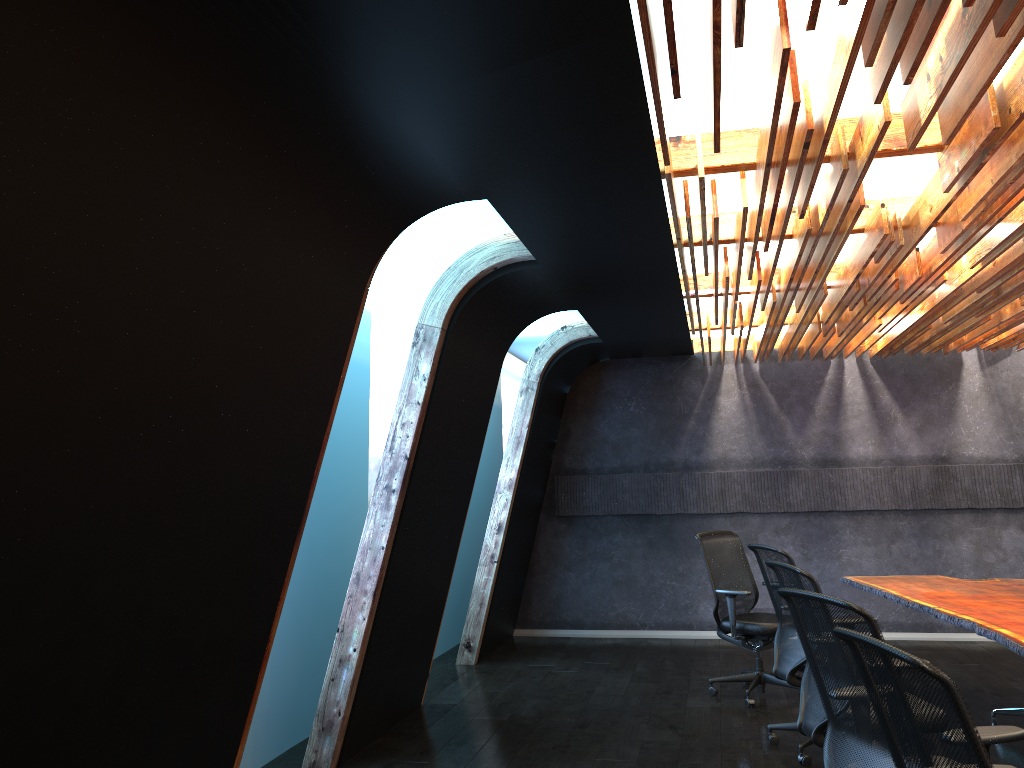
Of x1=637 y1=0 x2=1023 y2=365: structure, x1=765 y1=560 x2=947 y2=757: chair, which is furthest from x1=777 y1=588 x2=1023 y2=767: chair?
x1=637 y1=0 x2=1023 y2=365: structure

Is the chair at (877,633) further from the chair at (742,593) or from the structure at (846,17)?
the chair at (742,593)

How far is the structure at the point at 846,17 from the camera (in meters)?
2.65

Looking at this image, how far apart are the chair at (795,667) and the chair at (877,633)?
1.9 meters

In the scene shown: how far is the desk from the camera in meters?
5.0 m

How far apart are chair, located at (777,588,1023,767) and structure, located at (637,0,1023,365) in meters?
1.7

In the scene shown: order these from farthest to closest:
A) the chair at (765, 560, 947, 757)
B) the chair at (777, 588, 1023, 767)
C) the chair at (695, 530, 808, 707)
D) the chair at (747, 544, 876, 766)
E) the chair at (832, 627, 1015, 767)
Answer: the chair at (695, 530, 808, 707) → the chair at (747, 544, 876, 766) → the chair at (765, 560, 947, 757) → the chair at (777, 588, 1023, 767) → the chair at (832, 627, 1015, 767)

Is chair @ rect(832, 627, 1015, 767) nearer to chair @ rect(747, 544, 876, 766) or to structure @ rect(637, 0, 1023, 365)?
structure @ rect(637, 0, 1023, 365)

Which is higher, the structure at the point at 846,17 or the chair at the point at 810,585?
the structure at the point at 846,17

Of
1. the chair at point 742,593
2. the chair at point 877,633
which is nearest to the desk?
the chair at point 742,593
